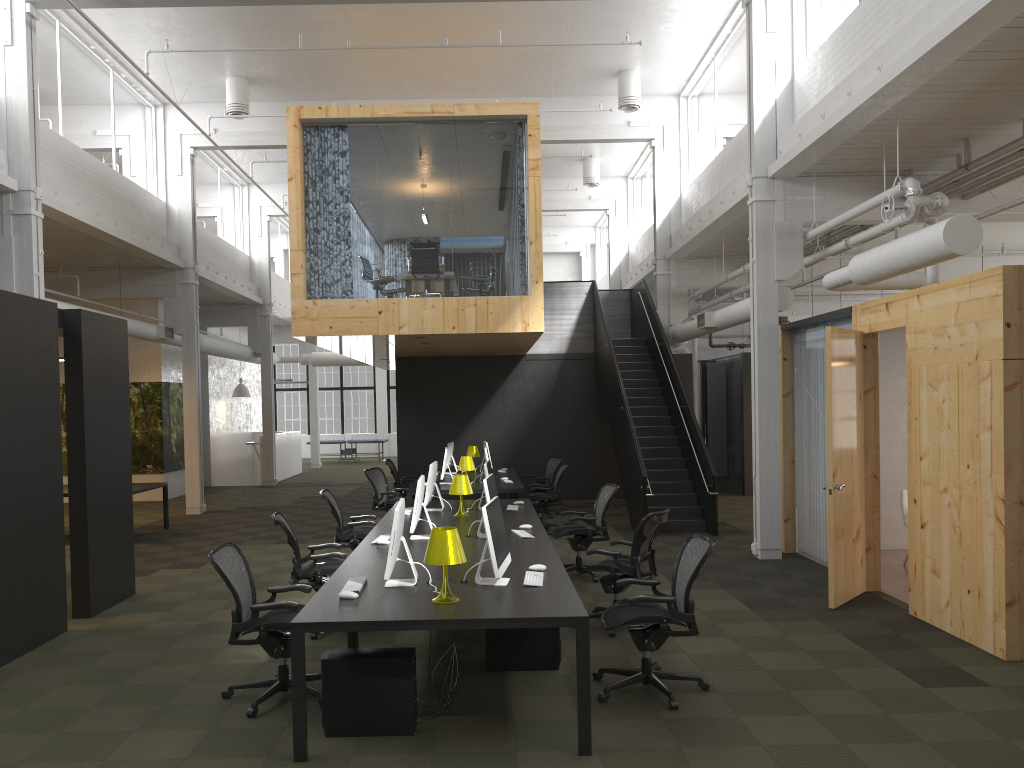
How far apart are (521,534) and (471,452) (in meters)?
7.93

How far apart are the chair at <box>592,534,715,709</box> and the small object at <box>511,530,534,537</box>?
1.7m

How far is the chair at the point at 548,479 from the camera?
14.73m

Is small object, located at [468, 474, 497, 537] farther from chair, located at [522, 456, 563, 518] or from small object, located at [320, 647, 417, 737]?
chair, located at [522, 456, 563, 518]

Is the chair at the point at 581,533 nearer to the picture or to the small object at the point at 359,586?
the small object at the point at 359,586

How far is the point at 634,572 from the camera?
7.18m

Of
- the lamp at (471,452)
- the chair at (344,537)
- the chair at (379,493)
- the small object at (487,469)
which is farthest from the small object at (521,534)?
the lamp at (471,452)

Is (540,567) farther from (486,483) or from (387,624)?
(387,624)

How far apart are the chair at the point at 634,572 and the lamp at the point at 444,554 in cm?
242

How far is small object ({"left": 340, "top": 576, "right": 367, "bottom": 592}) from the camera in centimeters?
550cm
